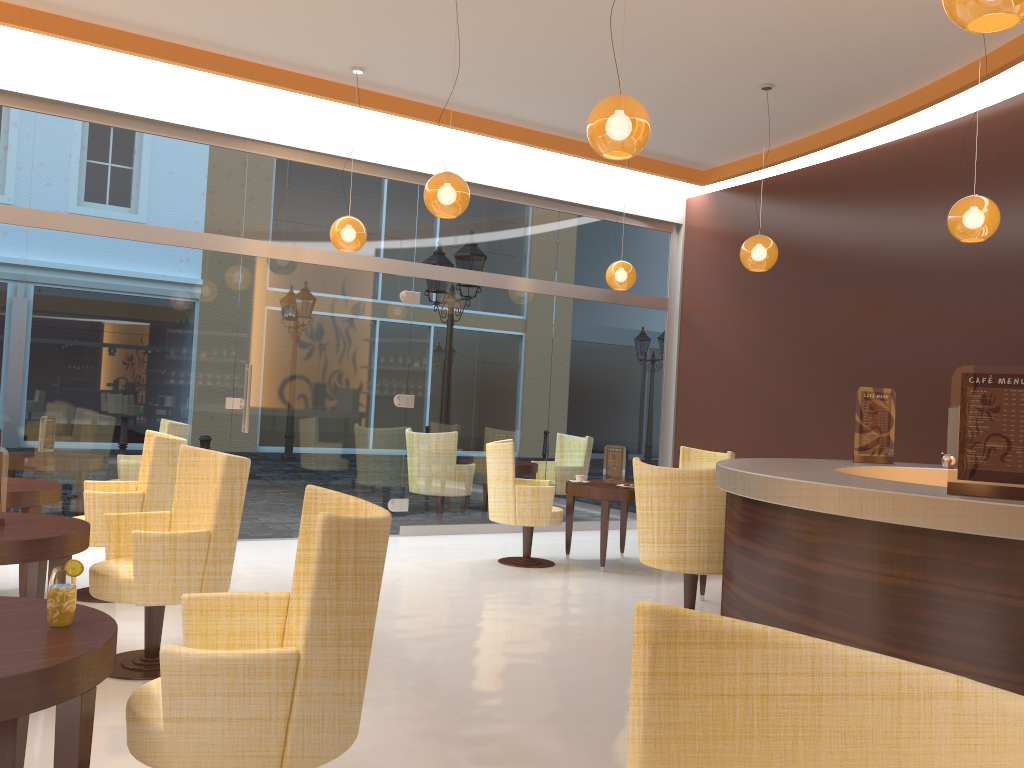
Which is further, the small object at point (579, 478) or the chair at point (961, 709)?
the small object at point (579, 478)

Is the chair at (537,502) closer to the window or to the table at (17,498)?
the window

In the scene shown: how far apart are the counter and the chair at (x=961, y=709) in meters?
1.6

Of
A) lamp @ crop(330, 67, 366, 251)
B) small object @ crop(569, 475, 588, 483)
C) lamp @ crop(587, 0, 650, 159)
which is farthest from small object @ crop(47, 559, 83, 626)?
small object @ crop(569, 475, 588, 483)

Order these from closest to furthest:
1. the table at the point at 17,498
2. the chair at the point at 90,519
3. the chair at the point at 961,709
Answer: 1. the chair at the point at 961,709
2. the table at the point at 17,498
3. the chair at the point at 90,519

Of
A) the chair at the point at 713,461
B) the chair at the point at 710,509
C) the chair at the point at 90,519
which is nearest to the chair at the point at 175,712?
the chair at the point at 90,519

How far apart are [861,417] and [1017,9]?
2.7 meters

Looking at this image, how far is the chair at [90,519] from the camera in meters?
5.2

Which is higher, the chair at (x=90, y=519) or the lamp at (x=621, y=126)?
the lamp at (x=621, y=126)

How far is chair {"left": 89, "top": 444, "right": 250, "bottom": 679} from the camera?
3.9m
